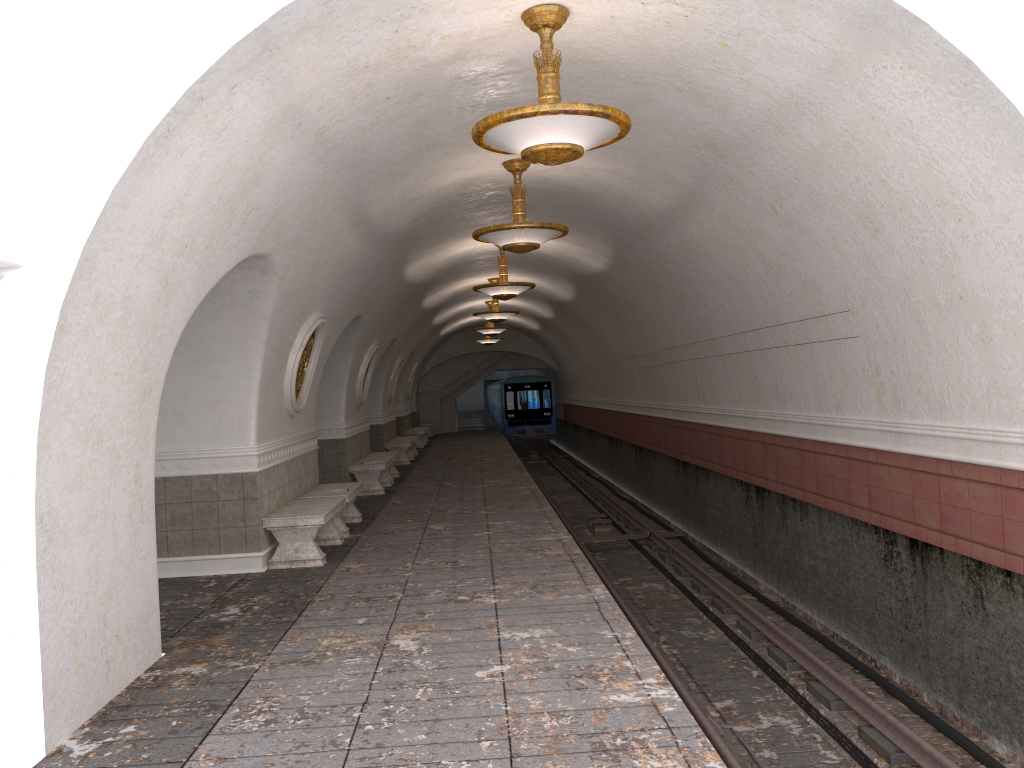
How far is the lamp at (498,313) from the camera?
18.54m

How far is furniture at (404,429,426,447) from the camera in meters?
26.7 m

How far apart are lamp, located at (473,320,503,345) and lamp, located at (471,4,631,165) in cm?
2225

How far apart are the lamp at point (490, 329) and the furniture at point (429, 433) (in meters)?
10.15

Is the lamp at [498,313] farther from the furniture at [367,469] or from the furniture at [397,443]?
the furniture at [367,469]

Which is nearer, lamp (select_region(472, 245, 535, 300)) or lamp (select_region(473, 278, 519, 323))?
lamp (select_region(472, 245, 535, 300))

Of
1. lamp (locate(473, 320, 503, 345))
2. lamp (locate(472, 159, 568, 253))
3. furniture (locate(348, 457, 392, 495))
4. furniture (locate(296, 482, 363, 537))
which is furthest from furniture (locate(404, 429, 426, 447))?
lamp (locate(472, 159, 568, 253))

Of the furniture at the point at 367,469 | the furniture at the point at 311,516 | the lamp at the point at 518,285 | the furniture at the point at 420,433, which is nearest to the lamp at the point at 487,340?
the furniture at the point at 420,433

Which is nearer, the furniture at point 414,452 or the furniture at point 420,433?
the furniture at point 414,452

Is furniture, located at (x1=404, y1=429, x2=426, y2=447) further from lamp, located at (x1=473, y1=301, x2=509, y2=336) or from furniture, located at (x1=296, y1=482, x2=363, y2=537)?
furniture, located at (x1=296, y1=482, x2=363, y2=537)
